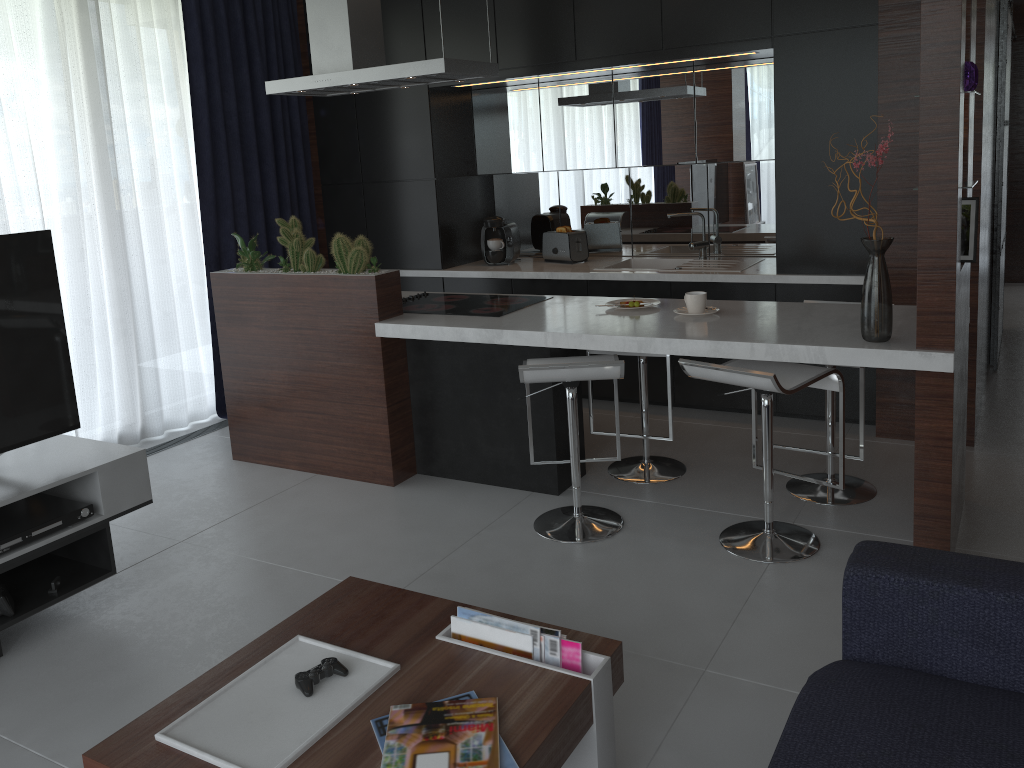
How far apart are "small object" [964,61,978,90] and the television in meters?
3.0 m

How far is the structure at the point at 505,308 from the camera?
3.9 meters

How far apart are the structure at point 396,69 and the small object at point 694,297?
1.3m

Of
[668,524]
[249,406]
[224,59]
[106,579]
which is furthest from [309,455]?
[224,59]

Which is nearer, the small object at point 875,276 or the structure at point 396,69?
the small object at point 875,276

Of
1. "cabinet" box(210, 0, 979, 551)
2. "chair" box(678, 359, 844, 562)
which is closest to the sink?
"cabinet" box(210, 0, 979, 551)

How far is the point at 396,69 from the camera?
3.75m

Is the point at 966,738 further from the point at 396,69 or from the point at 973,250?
the point at 396,69

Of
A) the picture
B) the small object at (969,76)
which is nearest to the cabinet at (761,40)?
the picture

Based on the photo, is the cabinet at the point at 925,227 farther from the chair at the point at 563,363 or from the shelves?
the shelves
